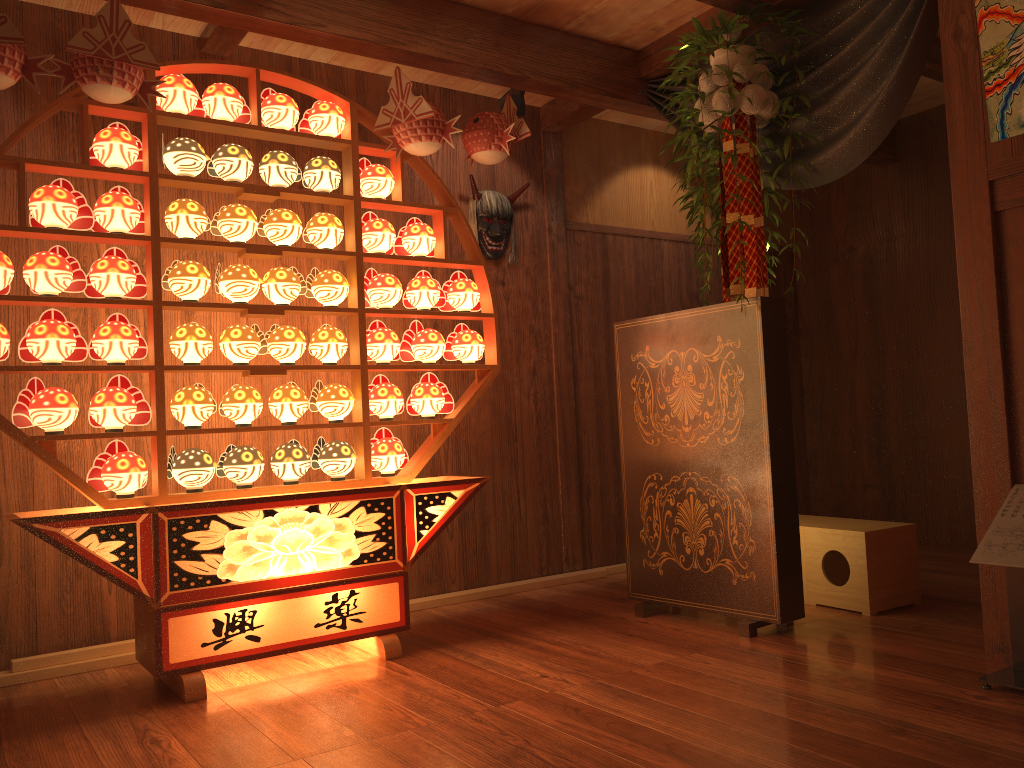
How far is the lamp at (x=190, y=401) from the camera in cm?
310

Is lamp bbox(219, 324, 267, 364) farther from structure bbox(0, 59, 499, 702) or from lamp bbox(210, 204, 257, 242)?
lamp bbox(210, 204, 257, 242)

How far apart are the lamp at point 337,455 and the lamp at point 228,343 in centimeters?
42cm

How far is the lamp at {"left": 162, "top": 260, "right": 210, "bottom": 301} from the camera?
3.12m

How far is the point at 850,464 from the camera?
5.5 meters

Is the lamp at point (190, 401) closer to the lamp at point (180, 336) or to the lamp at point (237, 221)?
the lamp at point (180, 336)

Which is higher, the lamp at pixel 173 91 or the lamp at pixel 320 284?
the lamp at pixel 173 91

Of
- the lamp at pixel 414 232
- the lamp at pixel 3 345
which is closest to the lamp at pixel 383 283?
the lamp at pixel 414 232

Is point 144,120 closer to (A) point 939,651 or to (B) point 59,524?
(B) point 59,524

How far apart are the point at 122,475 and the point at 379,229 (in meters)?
1.33
